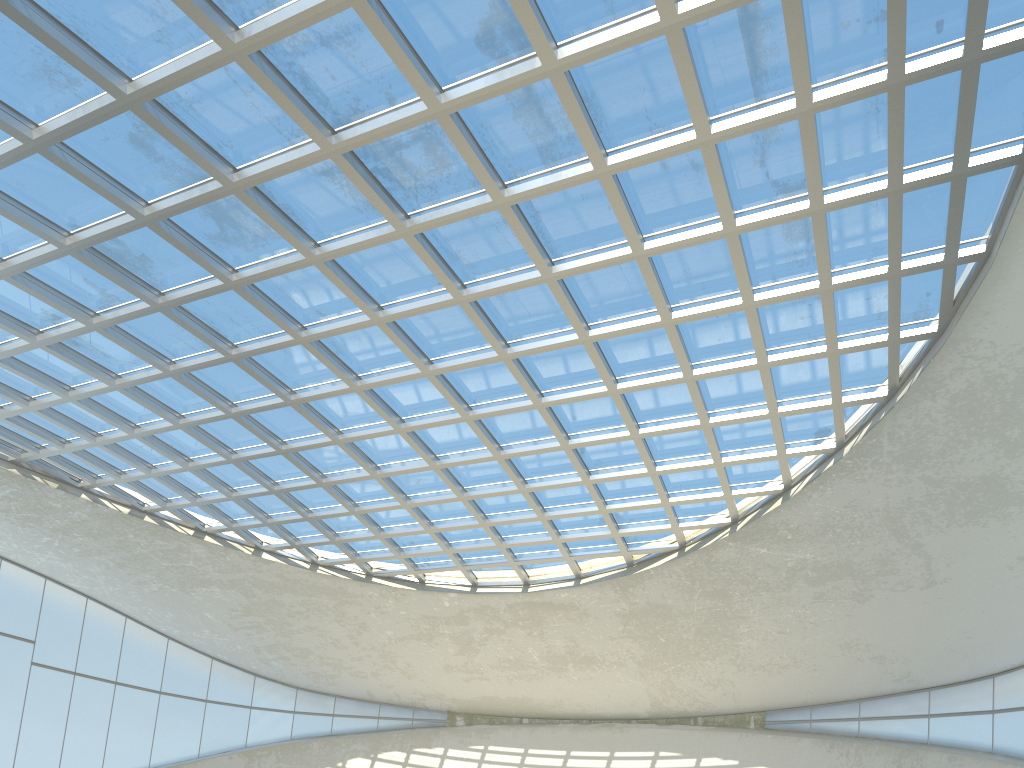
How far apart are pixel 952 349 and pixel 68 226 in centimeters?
5401cm
